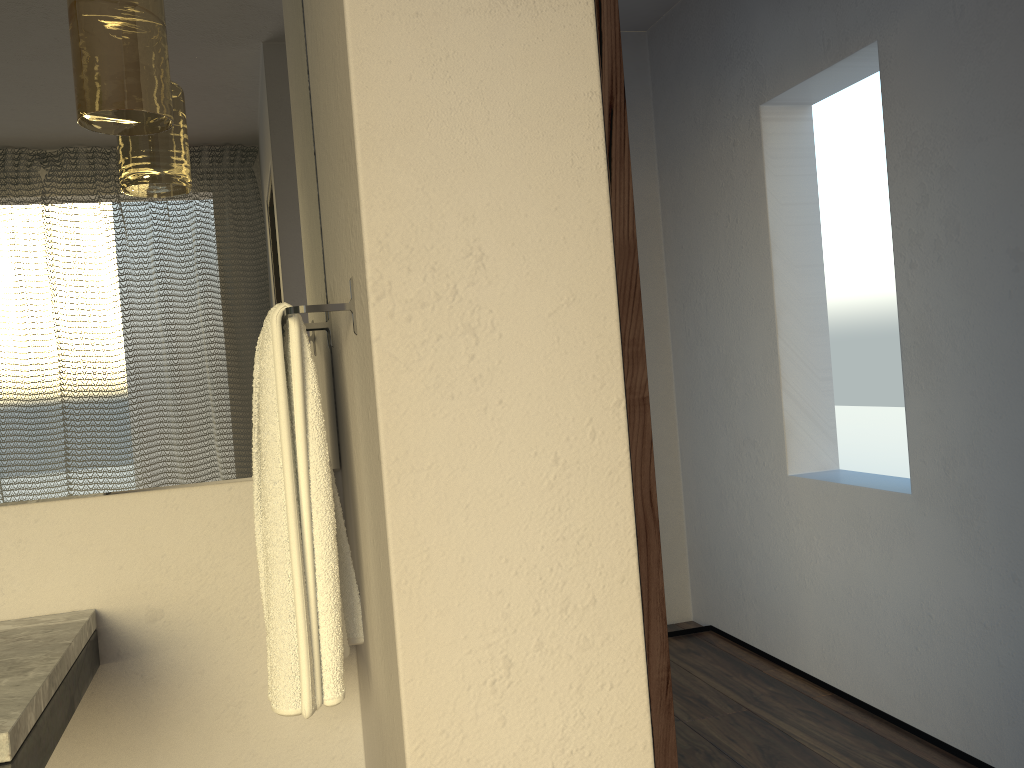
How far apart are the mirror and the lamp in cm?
17

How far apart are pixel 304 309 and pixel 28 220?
0.61m

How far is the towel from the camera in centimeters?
129cm

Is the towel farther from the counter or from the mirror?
the counter

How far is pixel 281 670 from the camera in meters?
1.3

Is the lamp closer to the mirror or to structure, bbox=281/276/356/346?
the mirror

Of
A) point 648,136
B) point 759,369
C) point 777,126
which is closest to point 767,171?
point 777,126

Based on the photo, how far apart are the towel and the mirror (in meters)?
0.13

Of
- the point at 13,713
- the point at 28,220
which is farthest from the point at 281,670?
the point at 28,220

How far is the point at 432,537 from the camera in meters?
1.2
